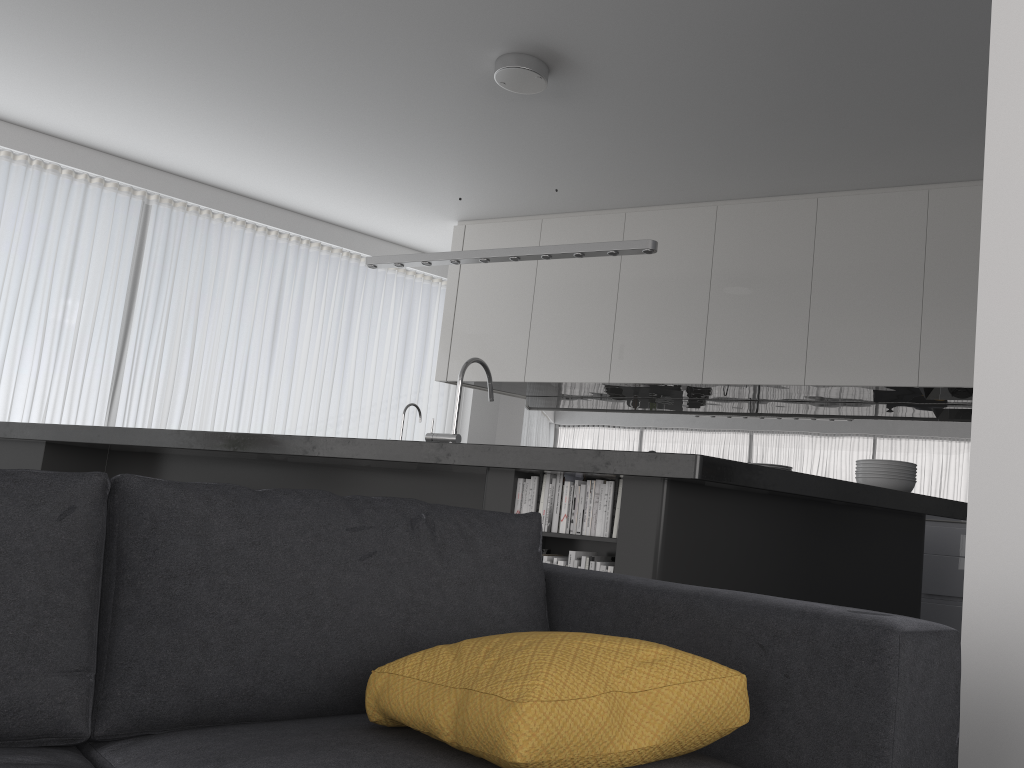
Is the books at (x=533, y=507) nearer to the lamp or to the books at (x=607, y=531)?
the books at (x=607, y=531)

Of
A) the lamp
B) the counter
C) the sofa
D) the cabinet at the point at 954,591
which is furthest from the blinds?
the sofa

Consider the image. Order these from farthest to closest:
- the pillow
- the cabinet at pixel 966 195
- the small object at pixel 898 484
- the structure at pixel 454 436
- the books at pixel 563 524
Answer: the cabinet at pixel 966 195, the structure at pixel 454 436, the small object at pixel 898 484, the books at pixel 563 524, the pillow

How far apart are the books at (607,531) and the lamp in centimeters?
149cm

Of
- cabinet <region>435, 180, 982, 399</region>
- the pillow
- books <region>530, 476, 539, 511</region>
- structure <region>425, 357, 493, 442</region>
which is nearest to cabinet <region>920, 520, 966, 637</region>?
cabinet <region>435, 180, 982, 399</region>

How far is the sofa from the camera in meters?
1.1 m

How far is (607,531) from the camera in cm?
286

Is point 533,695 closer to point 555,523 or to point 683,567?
point 683,567

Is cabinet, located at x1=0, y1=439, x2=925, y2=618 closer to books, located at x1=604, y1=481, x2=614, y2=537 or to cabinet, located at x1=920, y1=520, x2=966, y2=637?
books, located at x1=604, y1=481, x2=614, y2=537

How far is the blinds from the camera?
6.3m
